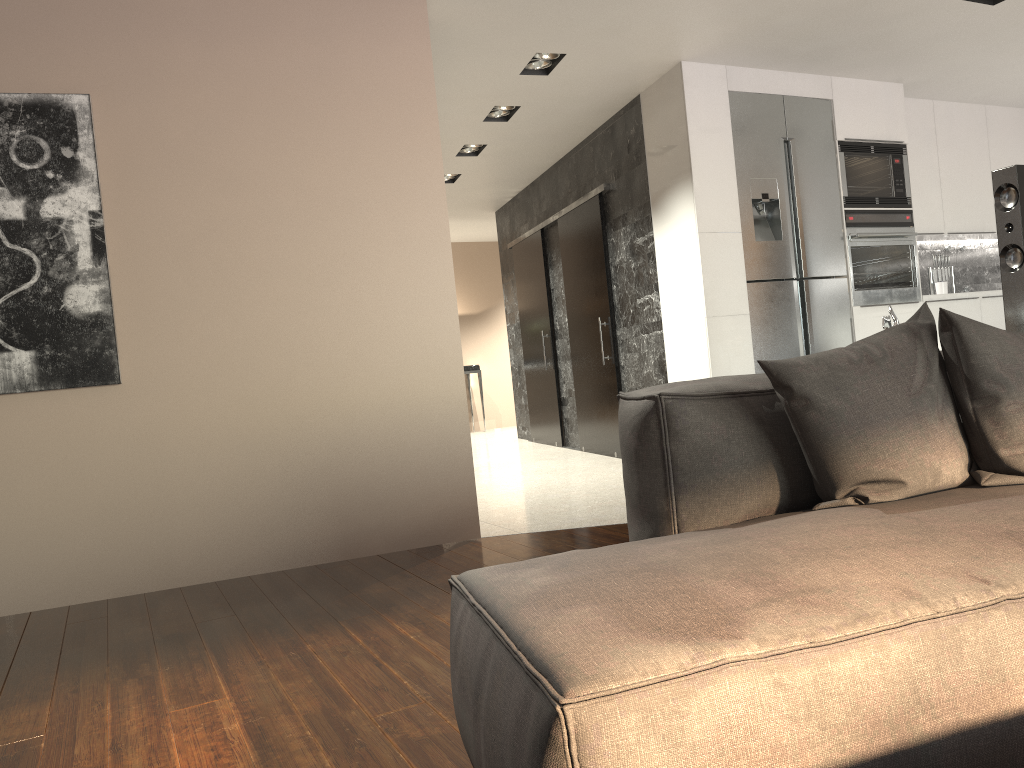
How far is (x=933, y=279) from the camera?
6.60m

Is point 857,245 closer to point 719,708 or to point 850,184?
point 850,184

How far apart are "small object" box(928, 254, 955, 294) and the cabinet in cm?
18

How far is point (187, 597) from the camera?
3.6m

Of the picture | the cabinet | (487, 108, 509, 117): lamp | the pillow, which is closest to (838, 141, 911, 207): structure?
the cabinet

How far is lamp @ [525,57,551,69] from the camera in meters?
5.1 m

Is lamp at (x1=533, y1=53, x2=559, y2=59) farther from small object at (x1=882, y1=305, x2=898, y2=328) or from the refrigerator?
small object at (x1=882, y1=305, x2=898, y2=328)

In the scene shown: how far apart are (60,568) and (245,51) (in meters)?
2.34

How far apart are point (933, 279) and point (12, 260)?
6.0m

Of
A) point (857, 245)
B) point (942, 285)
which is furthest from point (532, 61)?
point (942, 285)
